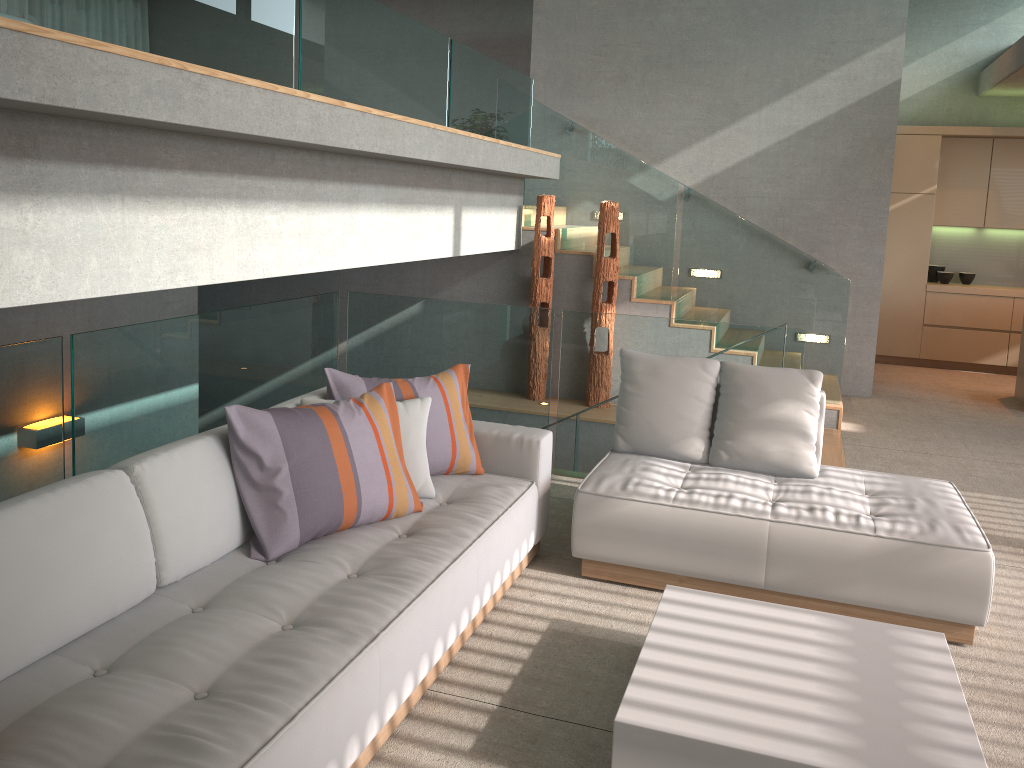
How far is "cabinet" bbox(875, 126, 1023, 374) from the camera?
9.20m

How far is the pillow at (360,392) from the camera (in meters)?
3.58

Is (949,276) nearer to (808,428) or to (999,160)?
(999,160)

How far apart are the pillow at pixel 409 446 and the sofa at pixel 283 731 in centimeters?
5cm

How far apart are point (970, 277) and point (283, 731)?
9.6m

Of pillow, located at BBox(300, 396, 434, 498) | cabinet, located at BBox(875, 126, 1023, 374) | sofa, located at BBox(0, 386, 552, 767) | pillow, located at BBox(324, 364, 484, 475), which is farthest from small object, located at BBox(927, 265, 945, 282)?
pillow, located at BBox(300, 396, 434, 498)

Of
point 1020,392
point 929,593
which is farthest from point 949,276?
point 929,593

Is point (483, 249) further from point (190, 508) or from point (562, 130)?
point (190, 508)

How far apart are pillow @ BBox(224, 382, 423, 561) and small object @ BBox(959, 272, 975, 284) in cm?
833

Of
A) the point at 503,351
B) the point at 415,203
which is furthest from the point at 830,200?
the point at 415,203
